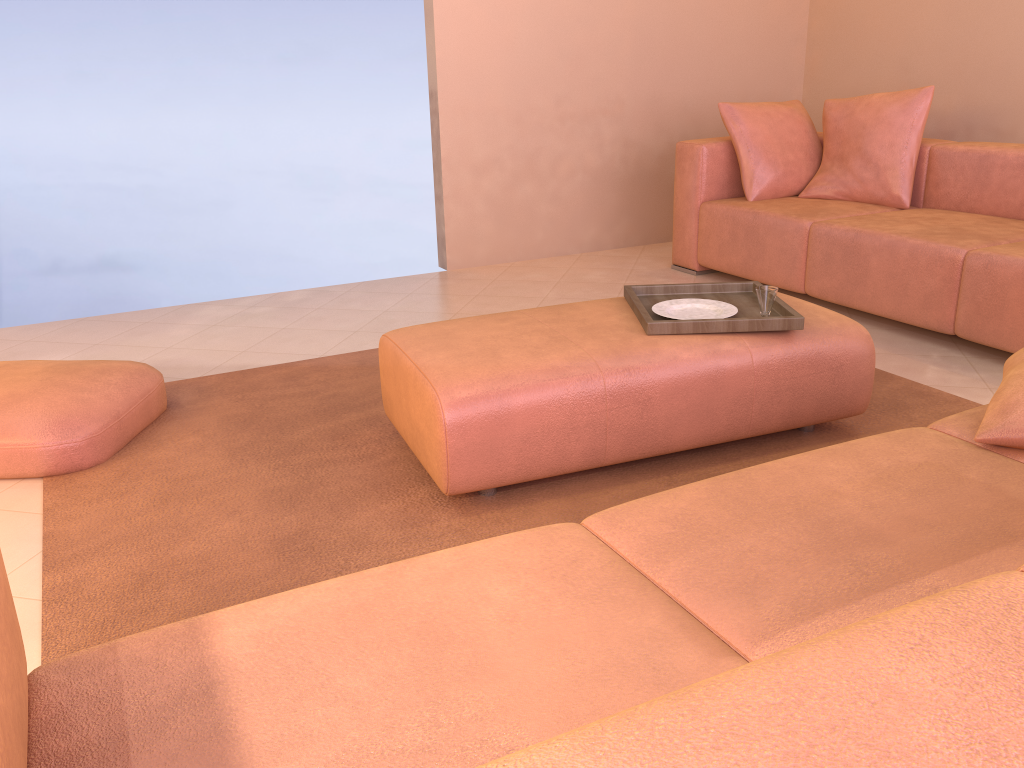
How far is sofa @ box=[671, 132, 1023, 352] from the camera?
3.1 meters

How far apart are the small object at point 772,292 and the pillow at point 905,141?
1.9 meters

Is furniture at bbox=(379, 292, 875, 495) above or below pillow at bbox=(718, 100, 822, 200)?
below

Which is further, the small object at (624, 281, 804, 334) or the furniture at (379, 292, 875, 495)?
the small object at (624, 281, 804, 334)

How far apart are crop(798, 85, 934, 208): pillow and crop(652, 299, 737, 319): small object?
1.9m

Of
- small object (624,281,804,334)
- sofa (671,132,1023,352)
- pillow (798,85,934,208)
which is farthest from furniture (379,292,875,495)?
pillow (798,85,934,208)

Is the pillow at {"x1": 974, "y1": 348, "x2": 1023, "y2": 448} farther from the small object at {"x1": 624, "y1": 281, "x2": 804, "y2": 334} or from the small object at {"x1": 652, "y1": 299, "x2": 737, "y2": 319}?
the small object at {"x1": 652, "y1": 299, "x2": 737, "y2": 319}

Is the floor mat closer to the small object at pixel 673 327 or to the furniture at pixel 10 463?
the furniture at pixel 10 463

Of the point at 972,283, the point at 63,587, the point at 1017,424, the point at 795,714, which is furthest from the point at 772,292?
the point at 795,714

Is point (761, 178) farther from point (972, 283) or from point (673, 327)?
point (673, 327)
